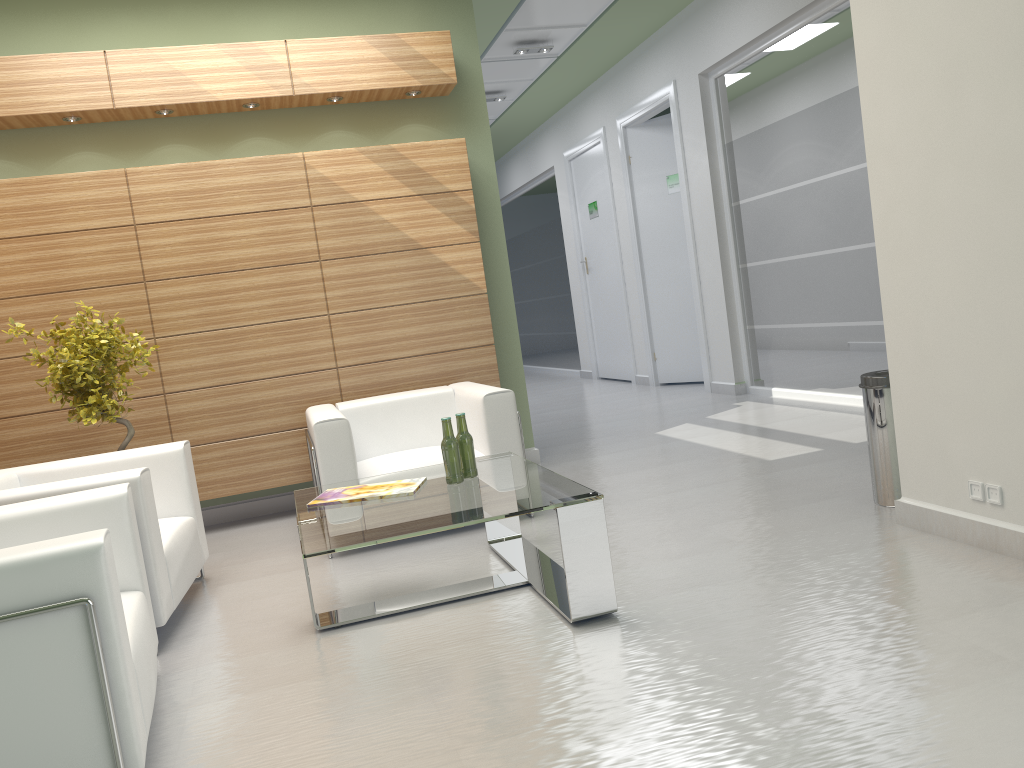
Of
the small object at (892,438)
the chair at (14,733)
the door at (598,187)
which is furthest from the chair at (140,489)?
the door at (598,187)

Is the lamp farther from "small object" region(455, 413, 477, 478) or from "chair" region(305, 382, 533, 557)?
"small object" region(455, 413, 477, 478)

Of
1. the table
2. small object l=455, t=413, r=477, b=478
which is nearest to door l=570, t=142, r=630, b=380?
the table

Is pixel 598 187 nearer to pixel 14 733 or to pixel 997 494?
pixel 997 494

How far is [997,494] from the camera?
5.51m

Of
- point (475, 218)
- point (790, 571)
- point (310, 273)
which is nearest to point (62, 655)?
point (790, 571)

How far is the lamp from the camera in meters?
15.1 m

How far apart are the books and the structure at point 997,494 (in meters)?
3.66

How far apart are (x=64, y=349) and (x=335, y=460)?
2.6m

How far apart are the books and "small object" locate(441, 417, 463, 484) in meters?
0.2 m
